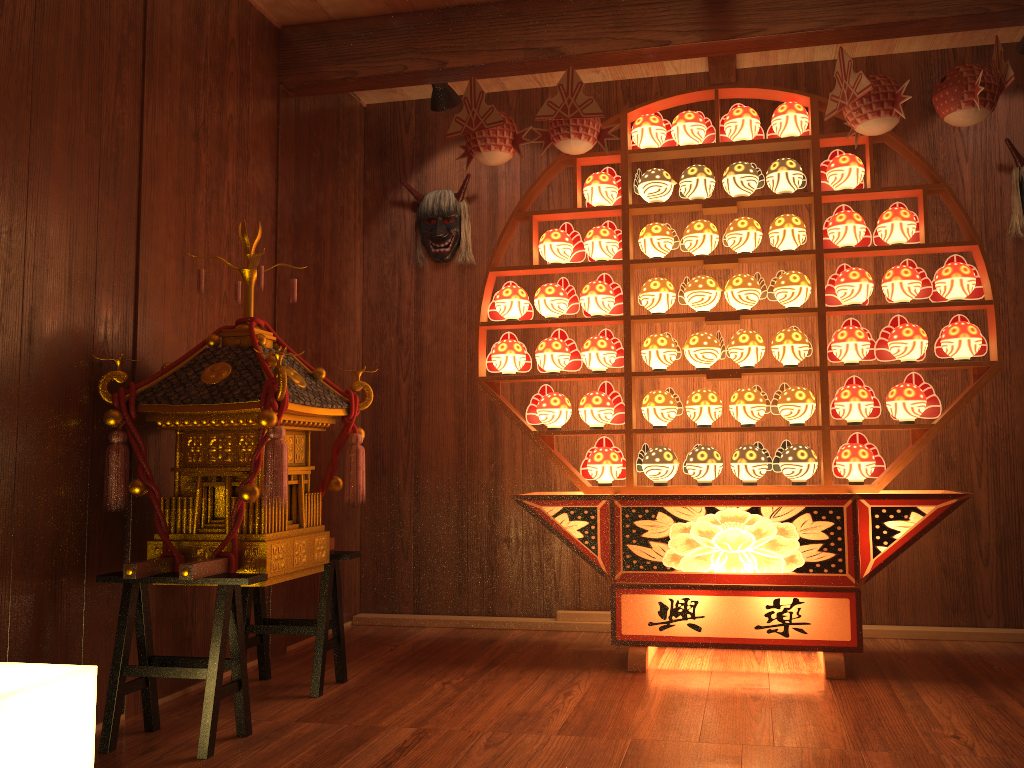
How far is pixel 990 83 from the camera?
2.9 meters

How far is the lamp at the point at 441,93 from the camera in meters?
3.8

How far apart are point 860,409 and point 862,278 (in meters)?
0.47

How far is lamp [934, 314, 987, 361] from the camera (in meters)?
3.09

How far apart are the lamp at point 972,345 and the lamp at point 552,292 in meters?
1.3

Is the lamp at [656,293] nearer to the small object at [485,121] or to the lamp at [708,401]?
the lamp at [708,401]

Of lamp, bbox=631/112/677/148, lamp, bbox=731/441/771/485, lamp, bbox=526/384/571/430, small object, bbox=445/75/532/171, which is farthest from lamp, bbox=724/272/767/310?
small object, bbox=445/75/532/171

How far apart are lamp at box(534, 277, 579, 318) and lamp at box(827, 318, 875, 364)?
1.0m

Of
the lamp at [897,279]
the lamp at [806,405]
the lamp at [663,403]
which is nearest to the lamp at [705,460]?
the lamp at [663,403]

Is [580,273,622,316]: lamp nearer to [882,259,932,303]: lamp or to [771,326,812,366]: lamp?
[771,326,812,366]: lamp
